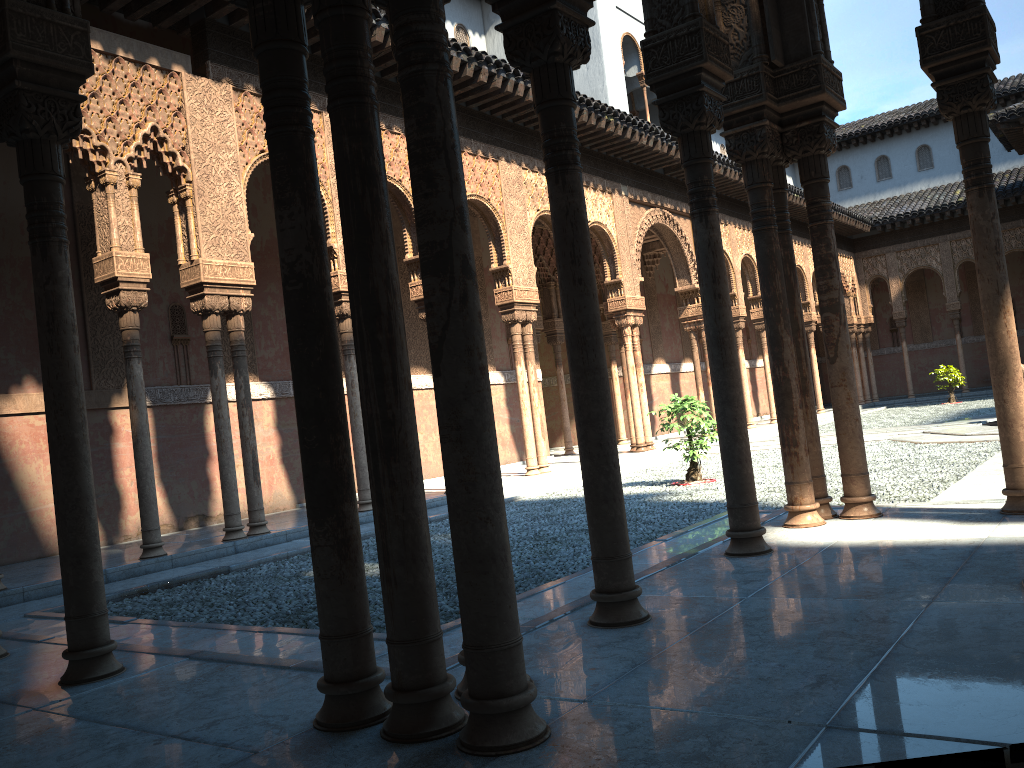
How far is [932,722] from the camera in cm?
250

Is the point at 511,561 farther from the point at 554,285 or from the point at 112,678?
the point at 554,285
